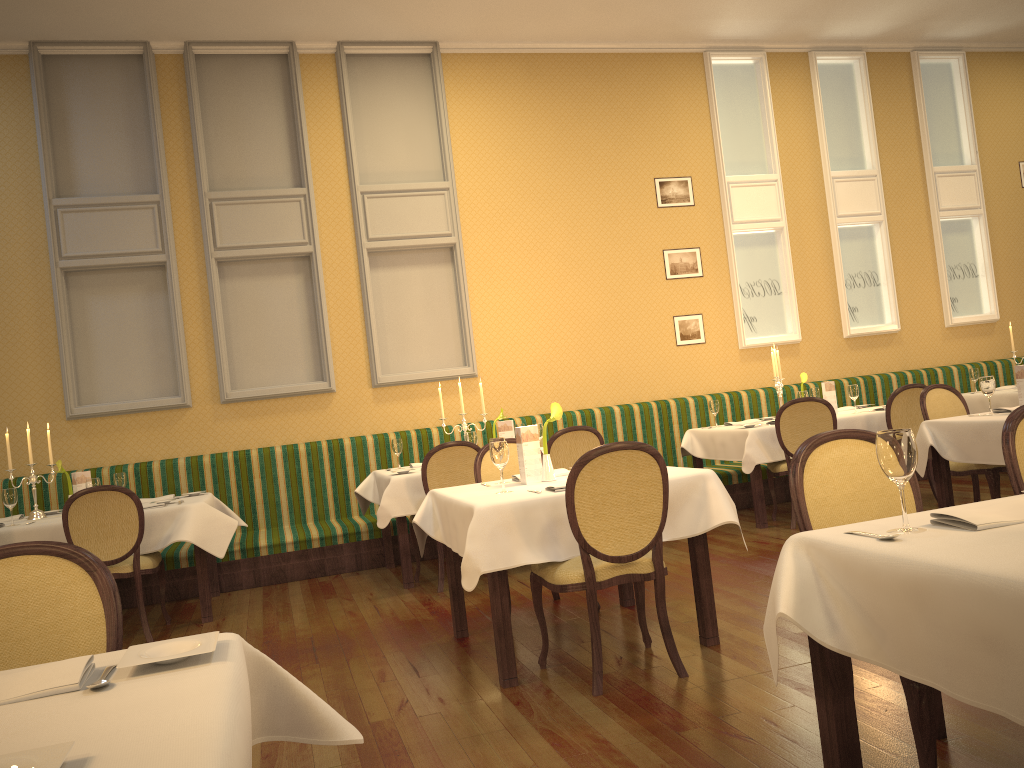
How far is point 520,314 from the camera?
8.2m

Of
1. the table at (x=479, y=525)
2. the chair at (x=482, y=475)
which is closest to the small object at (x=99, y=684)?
the table at (x=479, y=525)

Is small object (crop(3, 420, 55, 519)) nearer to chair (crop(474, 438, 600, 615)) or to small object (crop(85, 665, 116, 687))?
chair (crop(474, 438, 600, 615))

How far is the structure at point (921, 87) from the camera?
9.44m

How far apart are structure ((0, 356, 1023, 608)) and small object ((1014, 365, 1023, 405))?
2.92m

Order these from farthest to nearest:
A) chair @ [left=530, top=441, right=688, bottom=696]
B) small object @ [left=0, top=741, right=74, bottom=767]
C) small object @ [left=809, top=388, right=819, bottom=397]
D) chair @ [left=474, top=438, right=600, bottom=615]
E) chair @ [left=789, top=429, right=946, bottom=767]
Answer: small object @ [left=809, top=388, right=819, bottom=397] < chair @ [left=474, top=438, right=600, bottom=615] < chair @ [left=530, top=441, right=688, bottom=696] < chair @ [left=789, top=429, right=946, bottom=767] < small object @ [left=0, top=741, right=74, bottom=767]

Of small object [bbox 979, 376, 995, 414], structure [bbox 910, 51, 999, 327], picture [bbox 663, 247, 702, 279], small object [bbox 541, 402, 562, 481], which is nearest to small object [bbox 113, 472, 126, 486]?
small object [bbox 541, 402, 562, 481]

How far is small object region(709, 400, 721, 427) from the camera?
7.46m

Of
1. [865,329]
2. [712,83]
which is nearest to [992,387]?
[865,329]

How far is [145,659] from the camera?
1.5 meters
